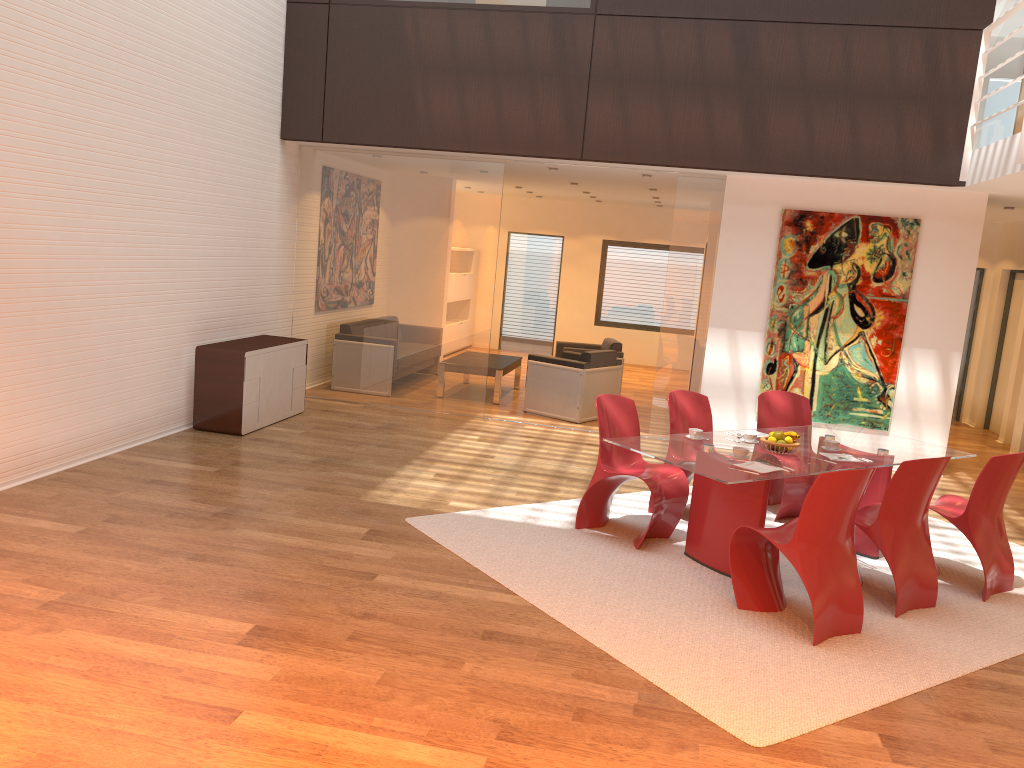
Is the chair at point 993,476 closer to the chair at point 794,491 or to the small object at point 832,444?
the small object at point 832,444

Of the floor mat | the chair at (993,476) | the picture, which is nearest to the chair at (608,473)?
the floor mat

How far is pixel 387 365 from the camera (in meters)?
9.56

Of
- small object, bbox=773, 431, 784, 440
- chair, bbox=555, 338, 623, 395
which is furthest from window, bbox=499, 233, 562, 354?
small object, bbox=773, 431, 784, 440

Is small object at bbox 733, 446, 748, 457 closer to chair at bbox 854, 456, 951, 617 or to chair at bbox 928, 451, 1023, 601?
chair at bbox 854, 456, 951, 617

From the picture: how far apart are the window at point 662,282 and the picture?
6.66m

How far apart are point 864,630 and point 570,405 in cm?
527

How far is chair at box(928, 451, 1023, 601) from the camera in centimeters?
519cm

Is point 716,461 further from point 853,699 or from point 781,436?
point 853,699

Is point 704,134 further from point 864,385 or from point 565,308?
point 565,308
